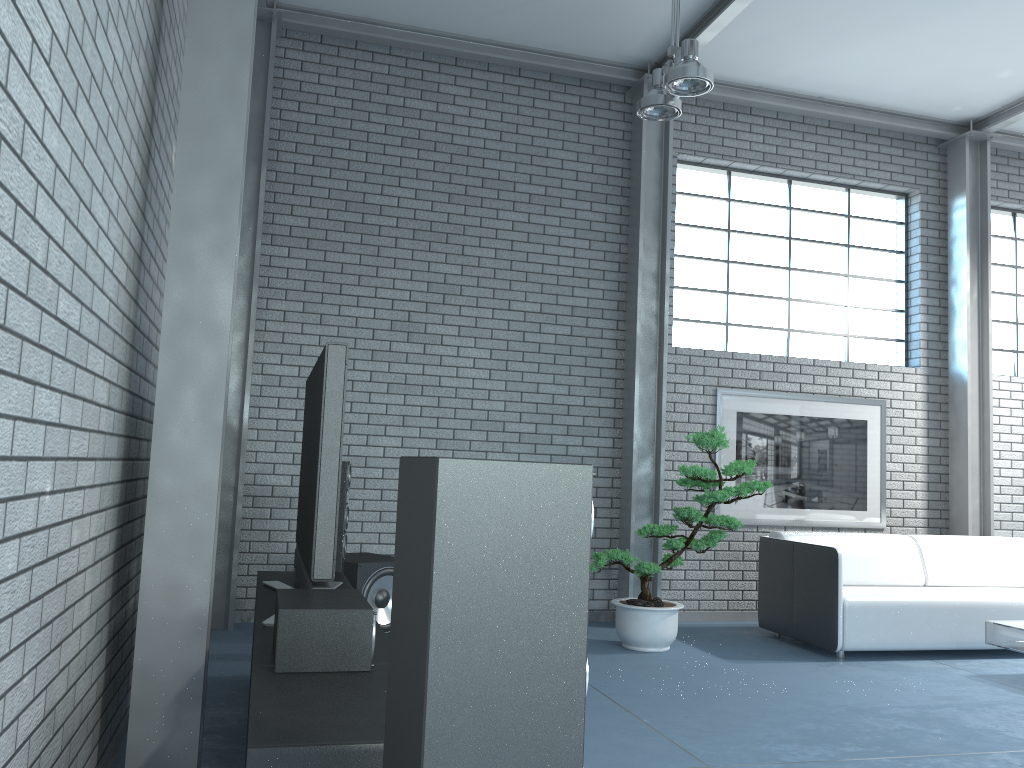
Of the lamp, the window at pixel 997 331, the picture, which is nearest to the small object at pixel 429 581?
the lamp

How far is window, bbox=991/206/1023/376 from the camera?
7.66m

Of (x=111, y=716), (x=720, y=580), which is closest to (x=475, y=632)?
(x=111, y=716)

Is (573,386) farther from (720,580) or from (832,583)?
(832,583)

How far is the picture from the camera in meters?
6.7 m

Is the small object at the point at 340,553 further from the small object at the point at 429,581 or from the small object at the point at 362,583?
the small object at the point at 429,581

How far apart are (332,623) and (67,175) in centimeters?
123cm

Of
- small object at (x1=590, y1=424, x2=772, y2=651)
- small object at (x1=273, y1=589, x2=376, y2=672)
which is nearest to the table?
small object at (x1=590, y1=424, x2=772, y2=651)

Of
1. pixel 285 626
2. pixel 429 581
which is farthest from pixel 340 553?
pixel 429 581

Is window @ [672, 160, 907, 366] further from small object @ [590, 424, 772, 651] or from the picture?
small object @ [590, 424, 772, 651]
